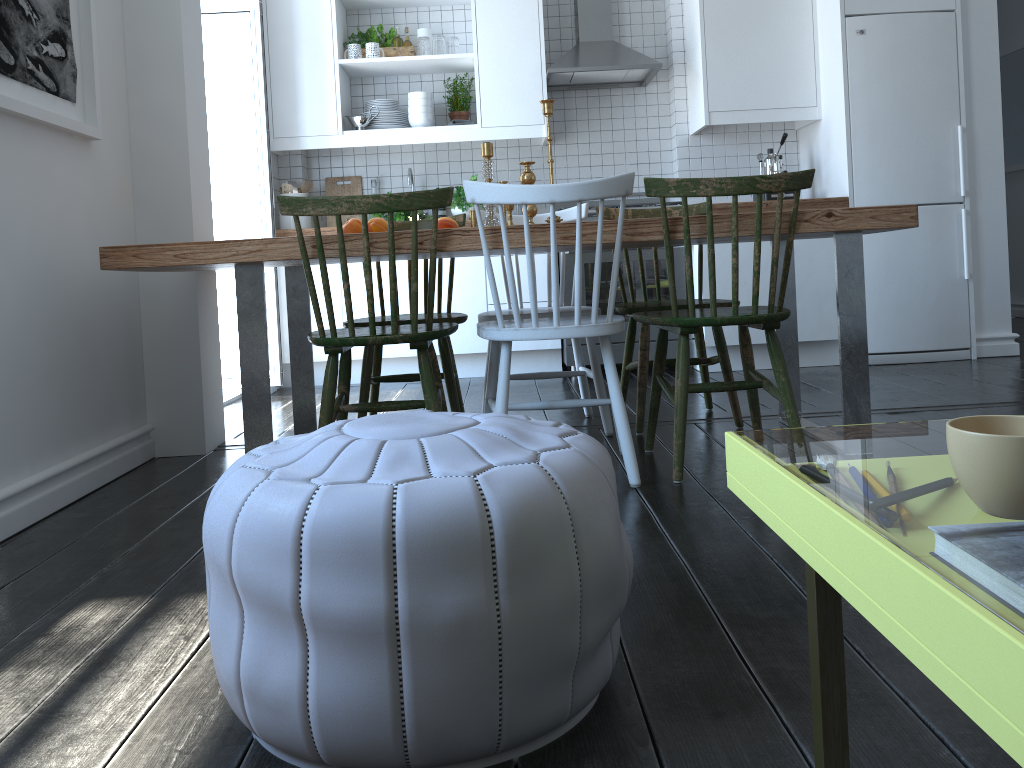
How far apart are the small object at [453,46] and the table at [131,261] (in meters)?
2.32

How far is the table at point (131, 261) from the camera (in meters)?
2.35

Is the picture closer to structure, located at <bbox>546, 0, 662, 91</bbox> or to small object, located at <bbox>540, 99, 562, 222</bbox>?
small object, located at <bbox>540, 99, 562, 222</bbox>

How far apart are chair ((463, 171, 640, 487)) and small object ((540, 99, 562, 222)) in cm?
51

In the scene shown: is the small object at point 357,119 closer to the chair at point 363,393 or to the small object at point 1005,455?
the chair at point 363,393

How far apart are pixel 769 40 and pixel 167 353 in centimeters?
349cm

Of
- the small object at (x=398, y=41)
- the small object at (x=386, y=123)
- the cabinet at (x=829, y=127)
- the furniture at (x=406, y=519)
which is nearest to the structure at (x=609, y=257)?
the cabinet at (x=829, y=127)

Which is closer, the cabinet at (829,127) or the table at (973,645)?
the table at (973,645)

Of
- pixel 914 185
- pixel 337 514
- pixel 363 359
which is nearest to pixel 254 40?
pixel 363 359

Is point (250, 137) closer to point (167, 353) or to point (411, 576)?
point (167, 353)
